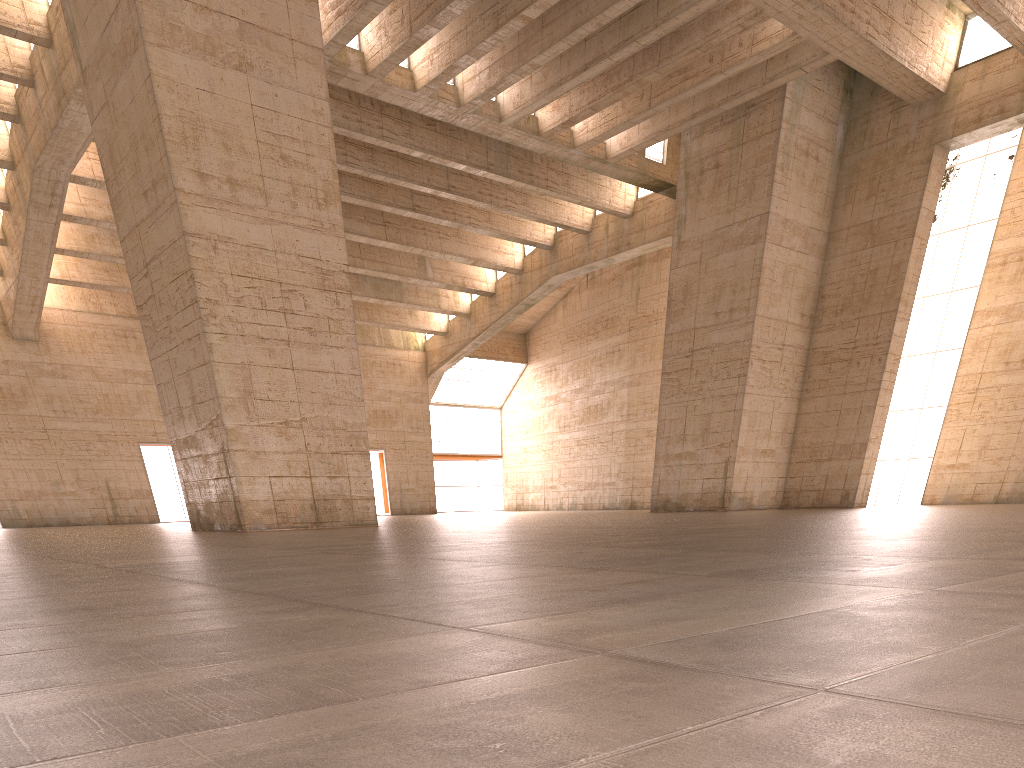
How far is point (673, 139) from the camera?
32.31m
